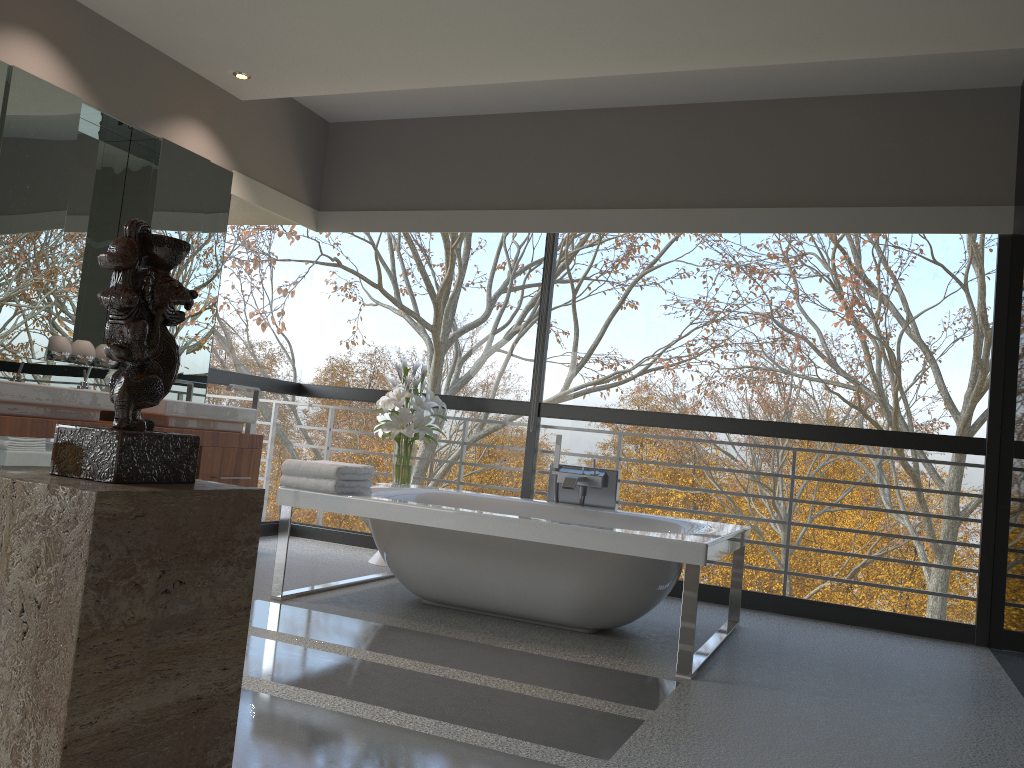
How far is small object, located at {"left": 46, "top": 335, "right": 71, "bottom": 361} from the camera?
4.5m

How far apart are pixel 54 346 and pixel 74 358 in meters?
0.2 m

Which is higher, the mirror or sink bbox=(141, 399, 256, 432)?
the mirror

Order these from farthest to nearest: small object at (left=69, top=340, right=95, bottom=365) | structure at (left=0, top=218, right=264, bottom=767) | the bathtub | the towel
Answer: small object at (left=69, top=340, right=95, bottom=365)
the towel
the bathtub
structure at (left=0, top=218, right=264, bottom=767)

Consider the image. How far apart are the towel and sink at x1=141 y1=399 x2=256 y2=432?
1.0 meters

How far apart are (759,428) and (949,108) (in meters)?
→ 2.06

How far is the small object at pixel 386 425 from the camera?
5.34m

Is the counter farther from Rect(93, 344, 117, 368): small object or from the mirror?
Rect(93, 344, 117, 368): small object

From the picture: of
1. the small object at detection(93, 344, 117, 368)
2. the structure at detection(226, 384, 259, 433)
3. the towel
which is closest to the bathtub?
the towel

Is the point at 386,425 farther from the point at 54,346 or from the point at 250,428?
the point at 54,346
